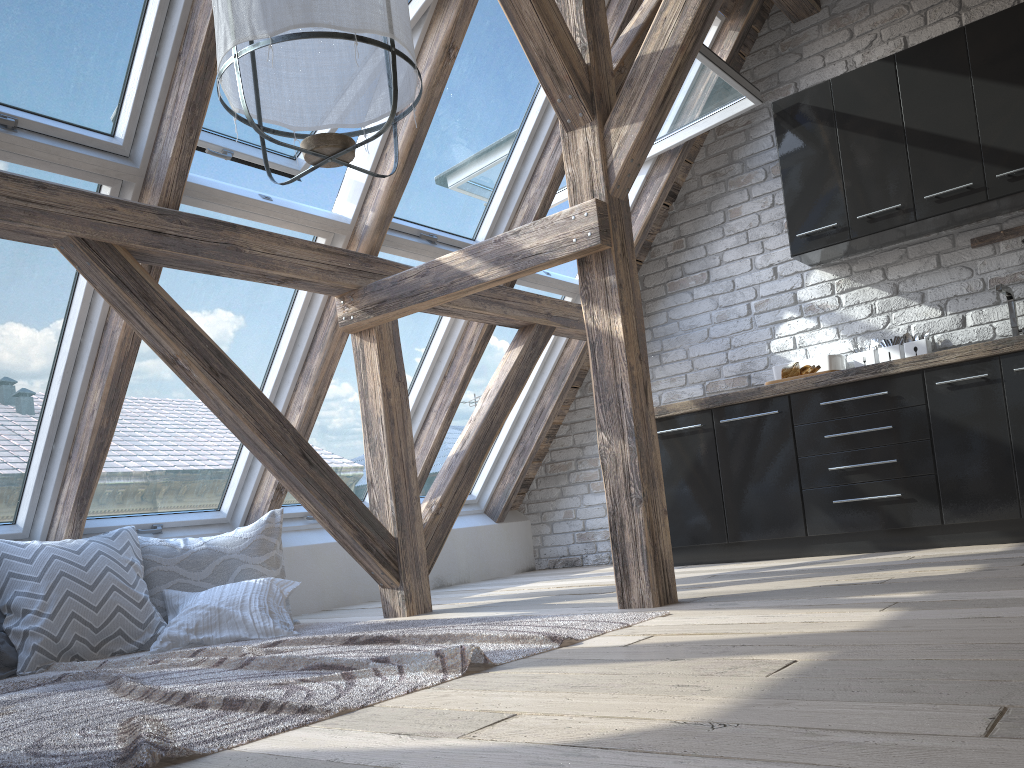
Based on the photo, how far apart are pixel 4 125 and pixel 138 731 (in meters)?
2.02

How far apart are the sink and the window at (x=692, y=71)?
1.49m

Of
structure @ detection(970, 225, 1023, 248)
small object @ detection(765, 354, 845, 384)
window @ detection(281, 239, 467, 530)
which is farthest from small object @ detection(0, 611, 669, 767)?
structure @ detection(970, 225, 1023, 248)

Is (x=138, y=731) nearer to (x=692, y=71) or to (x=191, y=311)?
(x=191, y=311)

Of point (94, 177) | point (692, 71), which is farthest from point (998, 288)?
point (94, 177)

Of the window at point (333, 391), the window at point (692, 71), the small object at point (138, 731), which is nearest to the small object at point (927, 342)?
the window at point (692, 71)

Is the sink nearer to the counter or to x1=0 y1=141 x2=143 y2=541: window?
the counter

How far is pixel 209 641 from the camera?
3.14m

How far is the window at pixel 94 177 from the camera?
3.0m

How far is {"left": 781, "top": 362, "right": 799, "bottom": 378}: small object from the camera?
4.3m
